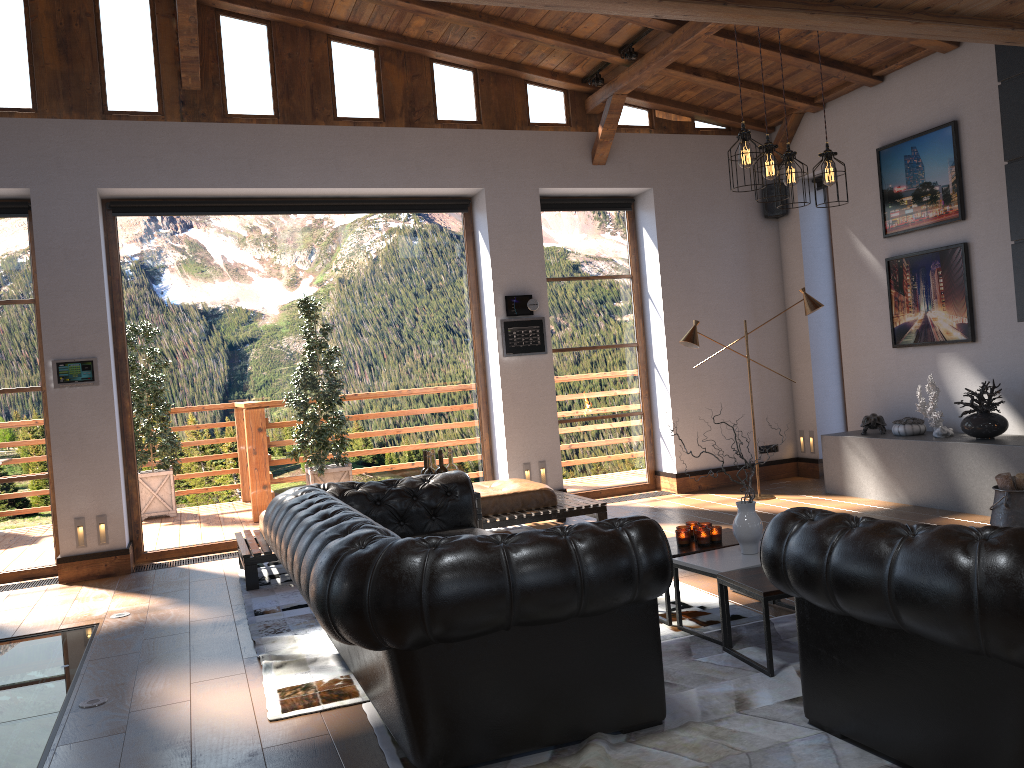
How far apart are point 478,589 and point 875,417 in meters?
5.9

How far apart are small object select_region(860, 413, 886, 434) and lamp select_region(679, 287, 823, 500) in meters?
1.1 m

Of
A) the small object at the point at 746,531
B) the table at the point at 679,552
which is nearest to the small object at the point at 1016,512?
the table at the point at 679,552

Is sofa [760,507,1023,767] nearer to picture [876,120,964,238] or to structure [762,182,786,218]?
picture [876,120,964,238]

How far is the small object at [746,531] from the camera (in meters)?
4.28

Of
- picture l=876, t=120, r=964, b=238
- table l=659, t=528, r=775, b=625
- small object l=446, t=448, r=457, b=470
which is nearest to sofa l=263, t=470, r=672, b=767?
small object l=446, t=448, r=457, b=470

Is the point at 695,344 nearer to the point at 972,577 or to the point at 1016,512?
the point at 1016,512

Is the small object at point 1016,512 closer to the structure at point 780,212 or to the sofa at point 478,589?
the sofa at point 478,589

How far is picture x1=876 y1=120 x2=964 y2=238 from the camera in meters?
7.2 m

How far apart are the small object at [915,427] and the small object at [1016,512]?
1.4m
